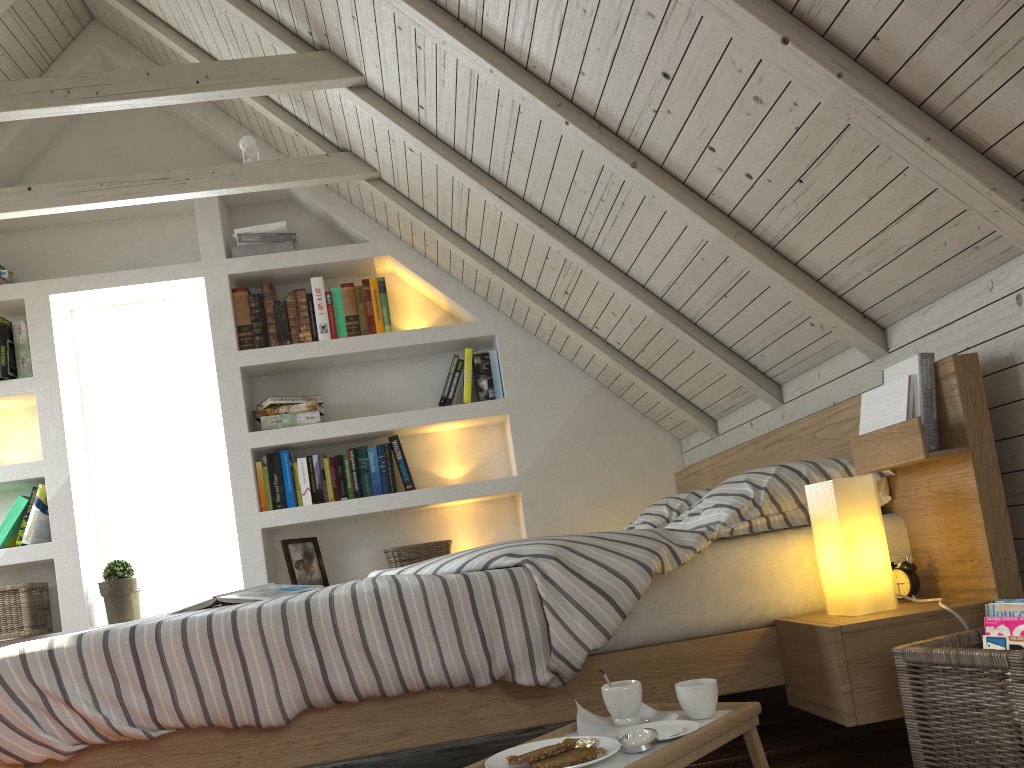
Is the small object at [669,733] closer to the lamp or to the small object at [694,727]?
the small object at [694,727]

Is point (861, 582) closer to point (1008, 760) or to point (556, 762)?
point (1008, 760)

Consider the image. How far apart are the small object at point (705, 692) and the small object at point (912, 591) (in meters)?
0.54

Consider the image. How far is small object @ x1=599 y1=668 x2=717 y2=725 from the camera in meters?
1.3

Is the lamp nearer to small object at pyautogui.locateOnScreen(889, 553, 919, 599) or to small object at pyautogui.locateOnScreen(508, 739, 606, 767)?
small object at pyautogui.locateOnScreen(889, 553, 919, 599)

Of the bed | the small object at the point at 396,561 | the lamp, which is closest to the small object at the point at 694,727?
the bed

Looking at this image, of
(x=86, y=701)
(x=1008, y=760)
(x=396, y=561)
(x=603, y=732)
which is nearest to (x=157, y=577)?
(x=396, y=561)

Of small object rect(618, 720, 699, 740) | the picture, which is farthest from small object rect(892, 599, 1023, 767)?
the picture

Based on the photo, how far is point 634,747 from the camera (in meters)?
1.16

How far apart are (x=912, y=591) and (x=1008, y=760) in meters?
0.5
